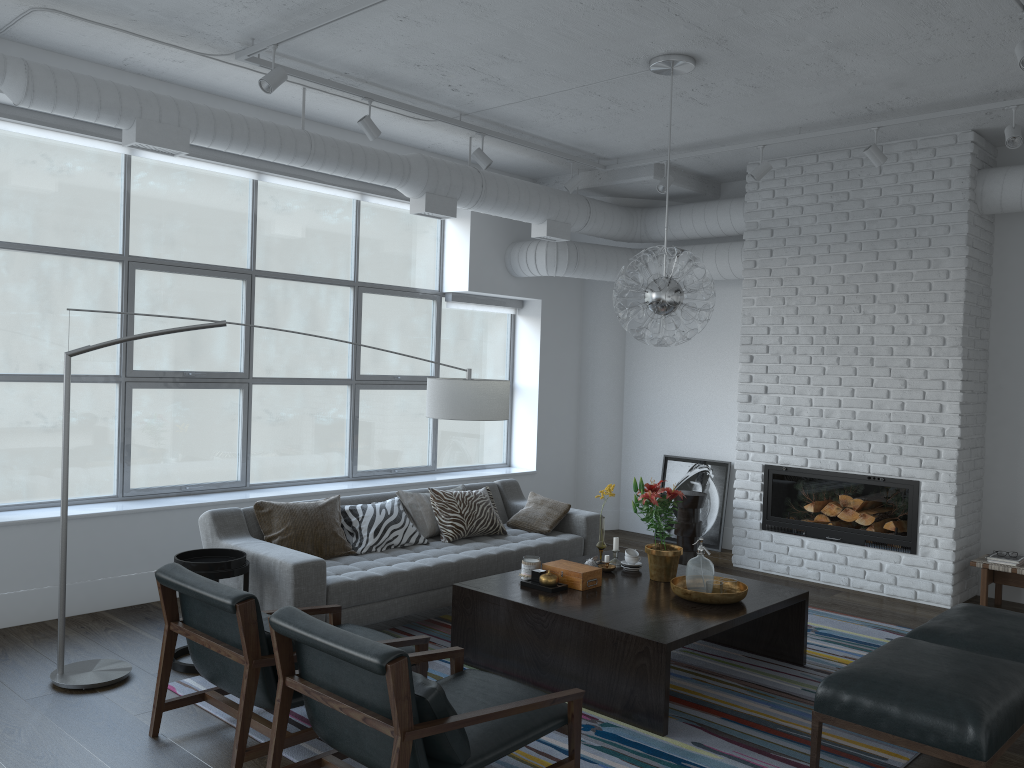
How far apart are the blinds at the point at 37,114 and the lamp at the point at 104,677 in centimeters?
183cm

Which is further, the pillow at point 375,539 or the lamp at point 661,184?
the lamp at point 661,184

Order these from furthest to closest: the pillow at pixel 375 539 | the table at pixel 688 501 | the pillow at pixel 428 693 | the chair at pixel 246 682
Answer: the table at pixel 688 501, the pillow at pixel 375 539, the chair at pixel 246 682, the pillow at pixel 428 693

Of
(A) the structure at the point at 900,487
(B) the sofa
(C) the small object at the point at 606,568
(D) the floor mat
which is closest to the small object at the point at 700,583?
(D) the floor mat

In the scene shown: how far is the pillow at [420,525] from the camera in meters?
5.7 m

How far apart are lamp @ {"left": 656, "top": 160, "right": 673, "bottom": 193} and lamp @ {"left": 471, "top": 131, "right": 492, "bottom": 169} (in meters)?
1.41

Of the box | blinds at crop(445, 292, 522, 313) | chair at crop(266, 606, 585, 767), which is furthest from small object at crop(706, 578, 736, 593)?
blinds at crop(445, 292, 522, 313)

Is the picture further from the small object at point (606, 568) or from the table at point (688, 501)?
the small object at point (606, 568)

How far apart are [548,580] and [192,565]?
1.76m

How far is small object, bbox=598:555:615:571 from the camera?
4.9m
